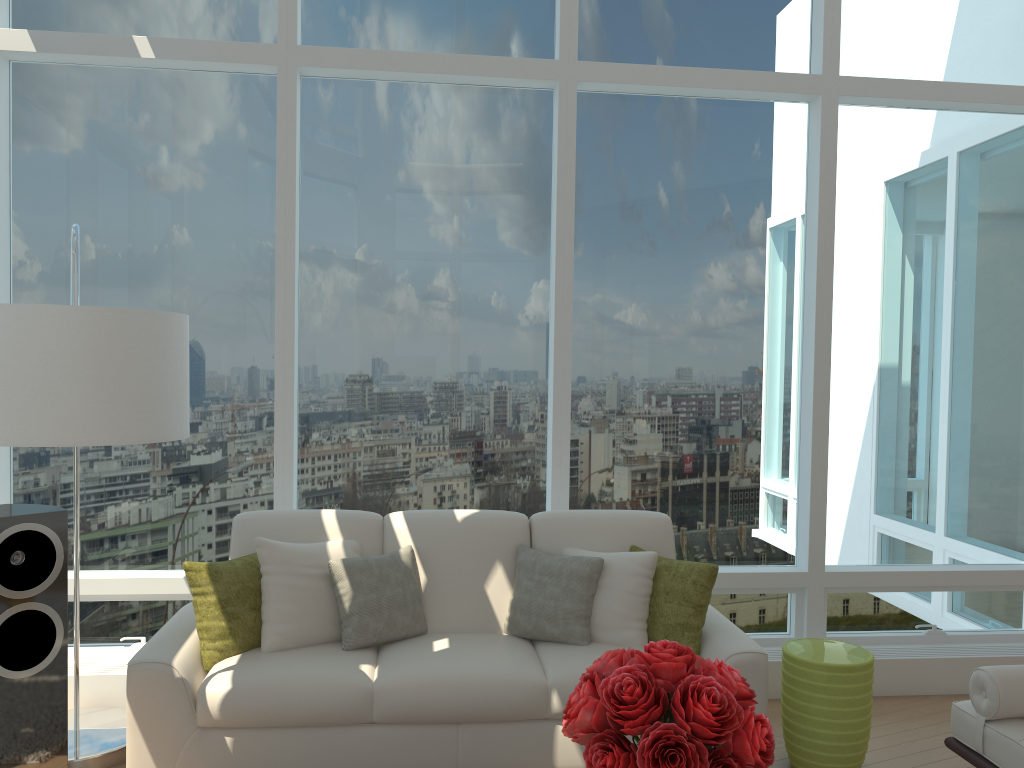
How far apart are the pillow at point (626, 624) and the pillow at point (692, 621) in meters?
0.0

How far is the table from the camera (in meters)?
3.70

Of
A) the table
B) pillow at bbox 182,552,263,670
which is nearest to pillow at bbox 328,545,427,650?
pillow at bbox 182,552,263,670

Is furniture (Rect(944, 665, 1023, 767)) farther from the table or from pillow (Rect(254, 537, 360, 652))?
pillow (Rect(254, 537, 360, 652))

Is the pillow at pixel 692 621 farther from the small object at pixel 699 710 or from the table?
the small object at pixel 699 710

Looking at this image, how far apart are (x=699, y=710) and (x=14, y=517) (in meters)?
2.69

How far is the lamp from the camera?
2.48m

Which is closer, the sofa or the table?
the sofa

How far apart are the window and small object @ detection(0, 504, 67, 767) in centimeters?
110cm

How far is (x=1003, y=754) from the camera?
3.1 meters
